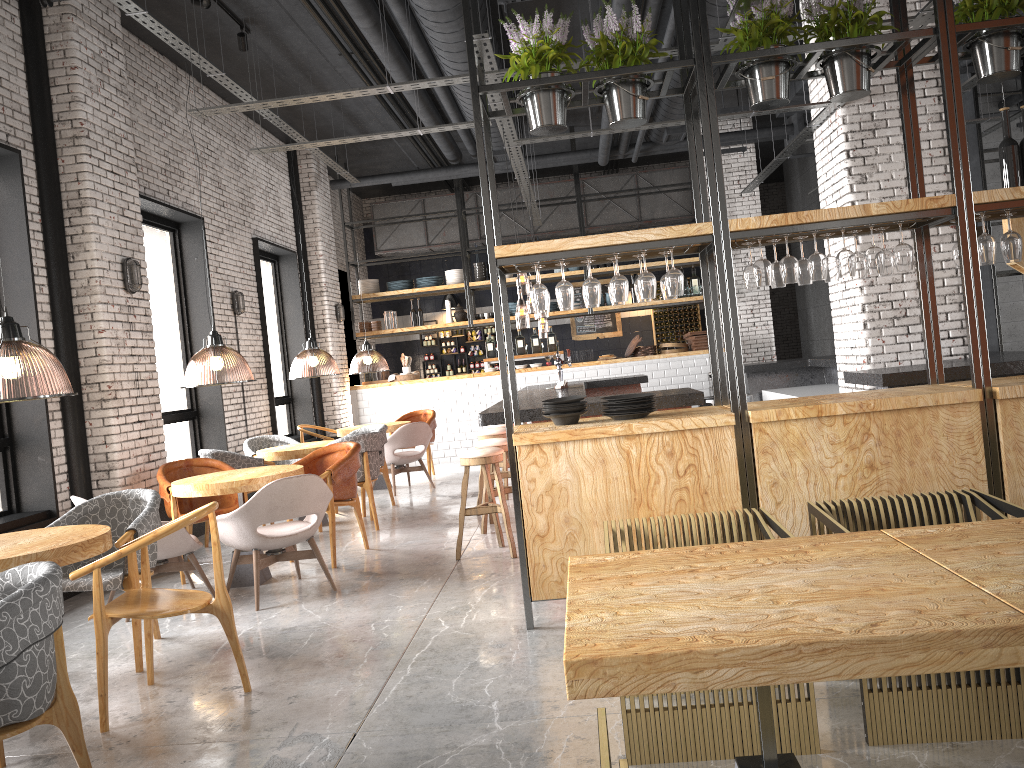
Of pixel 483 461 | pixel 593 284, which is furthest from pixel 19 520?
pixel 593 284

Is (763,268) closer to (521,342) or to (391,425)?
(391,425)

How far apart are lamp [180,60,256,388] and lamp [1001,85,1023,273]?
5.8 meters

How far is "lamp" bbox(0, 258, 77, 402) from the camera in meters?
4.1 m

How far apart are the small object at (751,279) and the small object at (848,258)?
0.48m

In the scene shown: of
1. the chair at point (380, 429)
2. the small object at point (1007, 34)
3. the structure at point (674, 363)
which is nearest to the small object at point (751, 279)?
the small object at point (1007, 34)

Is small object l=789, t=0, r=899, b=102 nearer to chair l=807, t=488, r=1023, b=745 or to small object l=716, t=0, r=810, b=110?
small object l=716, t=0, r=810, b=110

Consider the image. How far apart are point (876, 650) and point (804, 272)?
3.4 meters

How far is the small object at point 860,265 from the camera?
4.9 meters

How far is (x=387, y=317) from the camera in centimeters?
1411cm
